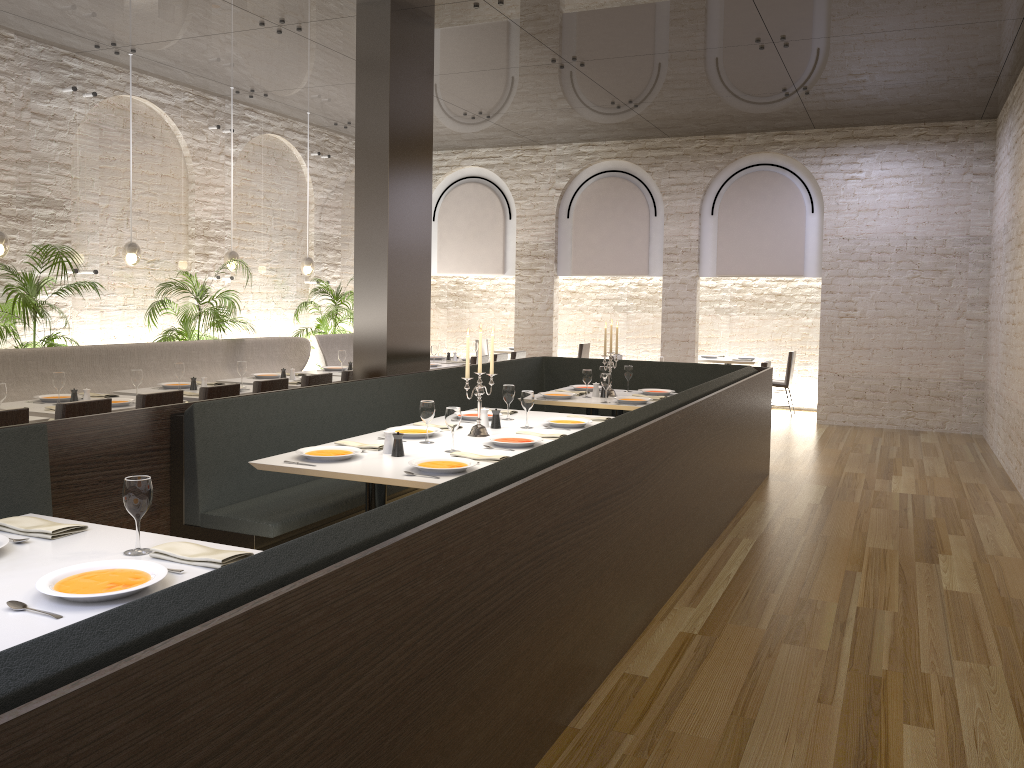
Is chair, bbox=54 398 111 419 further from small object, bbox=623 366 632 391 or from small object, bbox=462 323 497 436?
small object, bbox=623 366 632 391

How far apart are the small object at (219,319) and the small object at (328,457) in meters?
5.1

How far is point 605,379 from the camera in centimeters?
693cm

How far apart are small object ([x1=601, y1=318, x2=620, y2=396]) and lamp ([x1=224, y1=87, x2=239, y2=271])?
4.7m

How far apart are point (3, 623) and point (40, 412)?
4.2 meters

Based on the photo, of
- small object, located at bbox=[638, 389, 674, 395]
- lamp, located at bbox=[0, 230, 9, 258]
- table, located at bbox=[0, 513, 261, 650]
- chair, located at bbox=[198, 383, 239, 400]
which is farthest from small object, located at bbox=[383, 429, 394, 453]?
lamp, located at bbox=[0, 230, 9, 258]

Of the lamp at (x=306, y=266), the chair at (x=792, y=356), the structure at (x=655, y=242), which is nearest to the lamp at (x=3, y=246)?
the lamp at (x=306, y=266)

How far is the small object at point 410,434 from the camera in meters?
5.0

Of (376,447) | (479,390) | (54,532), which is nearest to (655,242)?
(479,390)

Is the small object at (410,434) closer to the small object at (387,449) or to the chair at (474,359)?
the small object at (387,449)
